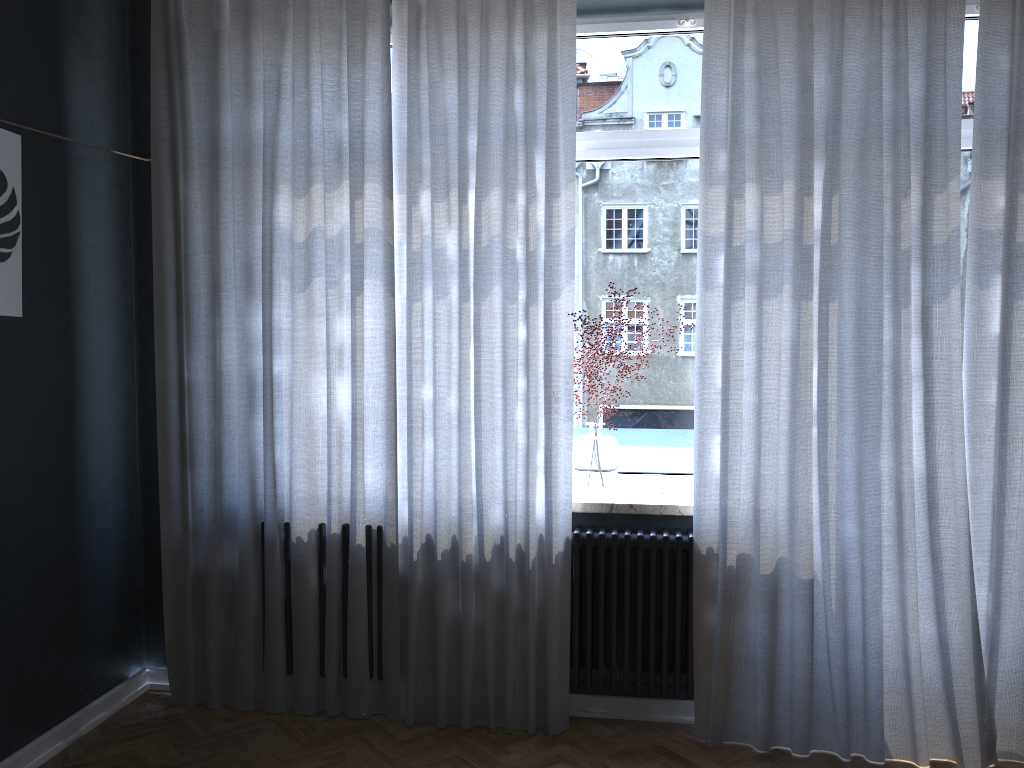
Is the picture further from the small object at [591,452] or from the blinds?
the small object at [591,452]

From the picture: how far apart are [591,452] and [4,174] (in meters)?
2.15

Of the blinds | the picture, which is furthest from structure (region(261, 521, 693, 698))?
the picture

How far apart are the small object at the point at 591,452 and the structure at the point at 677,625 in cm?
12

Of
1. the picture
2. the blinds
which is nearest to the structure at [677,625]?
the blinds

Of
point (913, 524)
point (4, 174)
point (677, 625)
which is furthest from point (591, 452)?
point (4, 174)

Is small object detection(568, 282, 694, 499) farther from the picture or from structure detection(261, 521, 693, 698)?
the picture

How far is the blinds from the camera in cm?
296

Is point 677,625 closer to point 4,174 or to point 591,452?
Result: point 591,452

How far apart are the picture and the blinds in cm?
62
